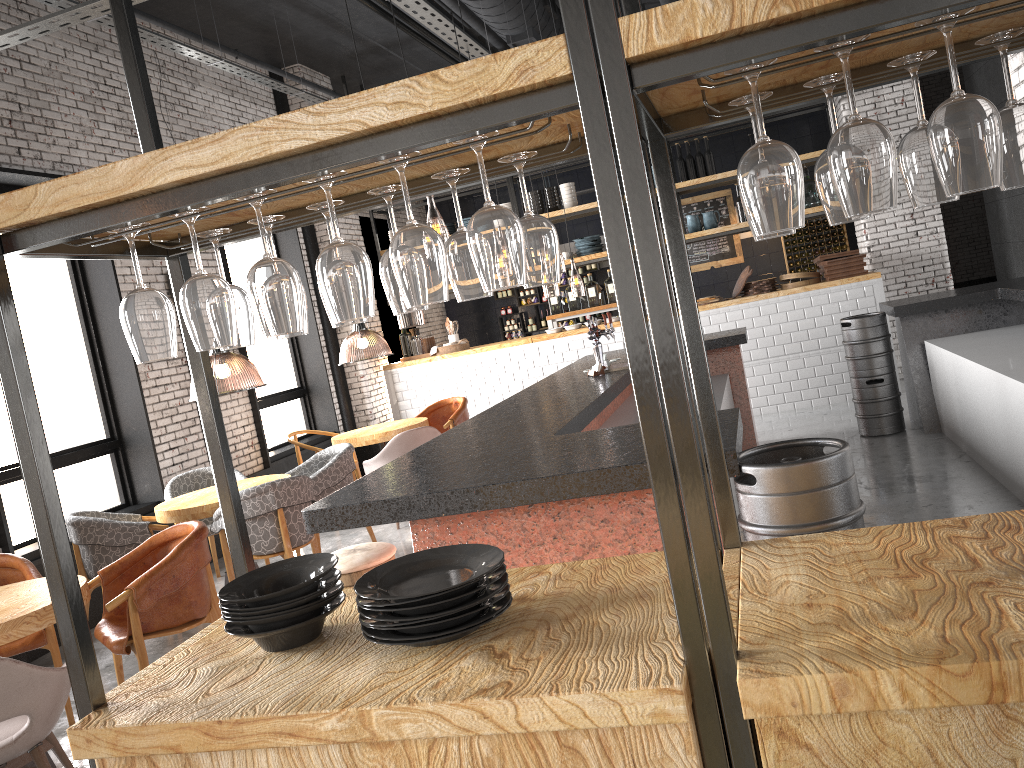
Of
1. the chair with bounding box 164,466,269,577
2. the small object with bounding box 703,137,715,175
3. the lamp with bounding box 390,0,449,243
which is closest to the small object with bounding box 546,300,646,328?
the lamp with bounding box 390,0,449,243

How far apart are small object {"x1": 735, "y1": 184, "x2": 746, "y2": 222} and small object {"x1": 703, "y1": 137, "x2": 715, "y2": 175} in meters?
0.5 m

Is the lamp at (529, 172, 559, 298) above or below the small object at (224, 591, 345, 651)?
above

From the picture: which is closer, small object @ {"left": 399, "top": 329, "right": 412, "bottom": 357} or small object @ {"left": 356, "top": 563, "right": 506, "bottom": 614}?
small object @ {"left": 356, "top": 563, "right": 506, "bottom": 614}

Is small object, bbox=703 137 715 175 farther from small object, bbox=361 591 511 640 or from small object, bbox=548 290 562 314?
small object, bbox=361 591 511 640

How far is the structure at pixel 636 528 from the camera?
3.0m

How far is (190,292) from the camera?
1.7m

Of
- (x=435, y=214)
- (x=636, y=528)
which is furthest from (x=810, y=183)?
(x=636, y=528)

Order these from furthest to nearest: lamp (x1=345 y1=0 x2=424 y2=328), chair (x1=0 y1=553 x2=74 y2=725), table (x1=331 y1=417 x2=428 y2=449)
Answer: lamp (x1=345 y1=0 x2=424 y2=328) < table (x1=331 y1=417 x2=428 y2=449) < chair (x1=0 y1=553 x2=74 y2=725)

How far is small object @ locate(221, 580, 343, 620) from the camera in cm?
192
